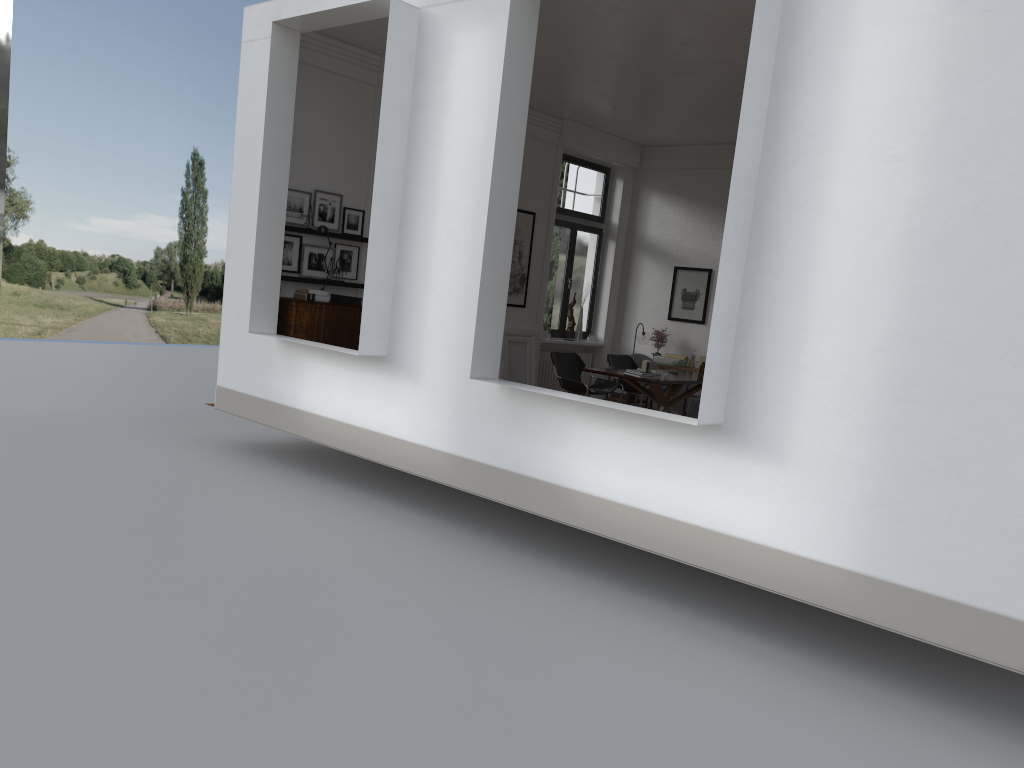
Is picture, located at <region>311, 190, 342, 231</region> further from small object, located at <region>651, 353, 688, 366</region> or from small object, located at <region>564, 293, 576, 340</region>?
small object, located at <region>651, 353, 688, 366</region>

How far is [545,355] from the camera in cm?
1321

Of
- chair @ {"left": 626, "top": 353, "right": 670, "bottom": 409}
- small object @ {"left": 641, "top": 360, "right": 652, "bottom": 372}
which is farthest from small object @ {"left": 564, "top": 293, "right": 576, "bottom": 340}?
small object @ {"left": 641, "top": 360, "right": 652, "bottom": 372}

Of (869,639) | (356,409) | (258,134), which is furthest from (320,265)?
(869,639)

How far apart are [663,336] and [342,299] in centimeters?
543cm

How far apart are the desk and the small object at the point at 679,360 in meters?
1.4 m

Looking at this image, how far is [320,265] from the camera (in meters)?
9.86

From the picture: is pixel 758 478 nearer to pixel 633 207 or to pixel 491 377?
pixel 491 377

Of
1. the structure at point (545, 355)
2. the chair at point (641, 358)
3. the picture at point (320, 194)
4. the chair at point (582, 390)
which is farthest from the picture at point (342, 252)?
the chair at point (641, 358)

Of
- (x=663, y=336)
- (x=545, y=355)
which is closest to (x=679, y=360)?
(x=663, y=336)
